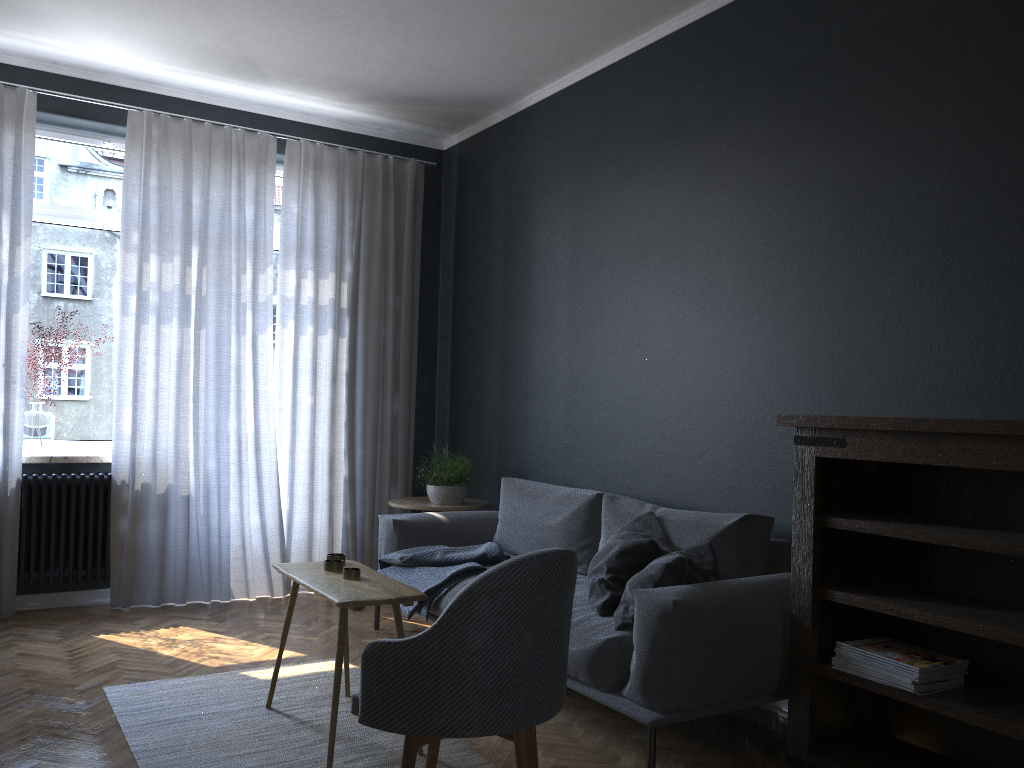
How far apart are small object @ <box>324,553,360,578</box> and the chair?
0.8 meters

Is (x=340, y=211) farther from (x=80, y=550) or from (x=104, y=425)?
(x=80, y=550)

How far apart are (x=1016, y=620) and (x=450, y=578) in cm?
224

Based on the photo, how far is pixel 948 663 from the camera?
2.6 meters

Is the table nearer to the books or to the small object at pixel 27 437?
the books

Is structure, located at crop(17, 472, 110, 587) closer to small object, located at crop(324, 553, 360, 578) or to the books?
small object, located at crop(324, 553, 360, 578)

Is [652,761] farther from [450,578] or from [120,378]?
[120,378]

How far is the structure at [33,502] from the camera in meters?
4.7

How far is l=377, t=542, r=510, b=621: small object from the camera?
3.94m

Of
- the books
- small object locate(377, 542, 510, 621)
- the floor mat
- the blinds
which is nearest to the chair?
the floor mat
